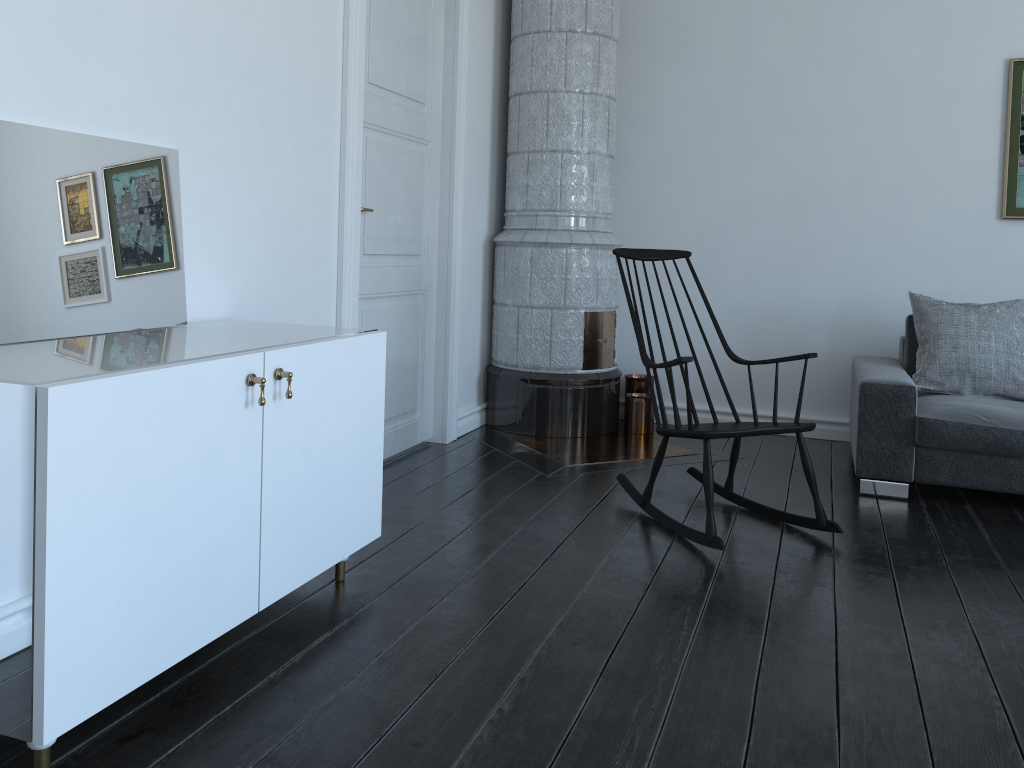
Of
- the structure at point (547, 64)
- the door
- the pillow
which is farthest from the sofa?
the door

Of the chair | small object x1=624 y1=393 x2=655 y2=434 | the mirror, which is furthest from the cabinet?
small object x1=624 y1=393 x2=655 y2=434

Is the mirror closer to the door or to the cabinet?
the cabinet

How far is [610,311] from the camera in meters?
4.8 m

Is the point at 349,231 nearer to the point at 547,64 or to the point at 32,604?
the point at 547,64

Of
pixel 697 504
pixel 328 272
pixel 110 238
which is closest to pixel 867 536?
pixel 697 504

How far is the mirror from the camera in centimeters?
200cm

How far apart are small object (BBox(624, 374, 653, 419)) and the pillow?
1.4 meters

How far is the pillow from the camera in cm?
390

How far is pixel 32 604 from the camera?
1.5 meters
